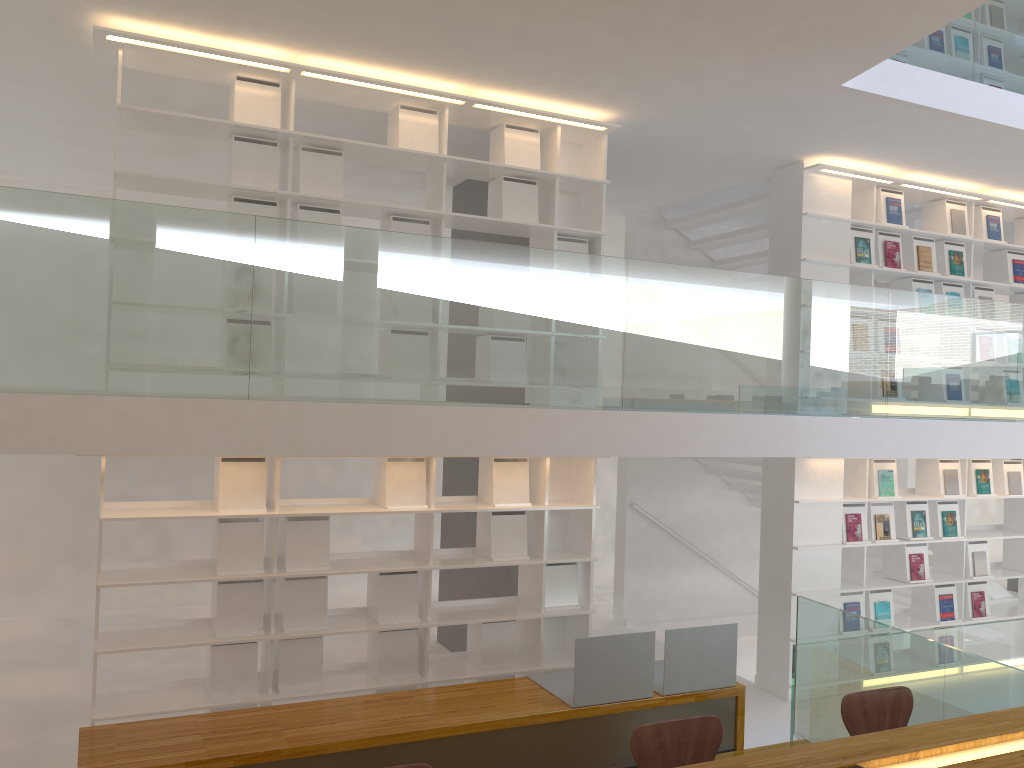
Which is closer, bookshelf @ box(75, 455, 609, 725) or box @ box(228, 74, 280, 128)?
bookshelf @ box(75, 455, 609, 725)

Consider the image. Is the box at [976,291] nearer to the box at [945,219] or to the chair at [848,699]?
the box at [945,219]

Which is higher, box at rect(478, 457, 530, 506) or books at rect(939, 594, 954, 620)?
box at rect(478, 457, 530, 506)

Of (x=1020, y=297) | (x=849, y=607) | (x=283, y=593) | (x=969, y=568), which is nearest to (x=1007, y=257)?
(x=1020, y=297)

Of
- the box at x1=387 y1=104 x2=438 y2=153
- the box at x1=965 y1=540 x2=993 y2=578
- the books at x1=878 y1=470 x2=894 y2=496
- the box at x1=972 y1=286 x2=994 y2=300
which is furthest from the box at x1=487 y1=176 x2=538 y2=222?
the box at x1=965 y1=540 x2=993 y2=578

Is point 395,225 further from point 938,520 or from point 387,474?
point 938,520

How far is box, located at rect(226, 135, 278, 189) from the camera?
4.8m

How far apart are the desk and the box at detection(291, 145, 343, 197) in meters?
3.7 m

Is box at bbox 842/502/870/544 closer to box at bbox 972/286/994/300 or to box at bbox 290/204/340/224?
box at bbox 972/286/994/300

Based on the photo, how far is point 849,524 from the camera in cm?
655
